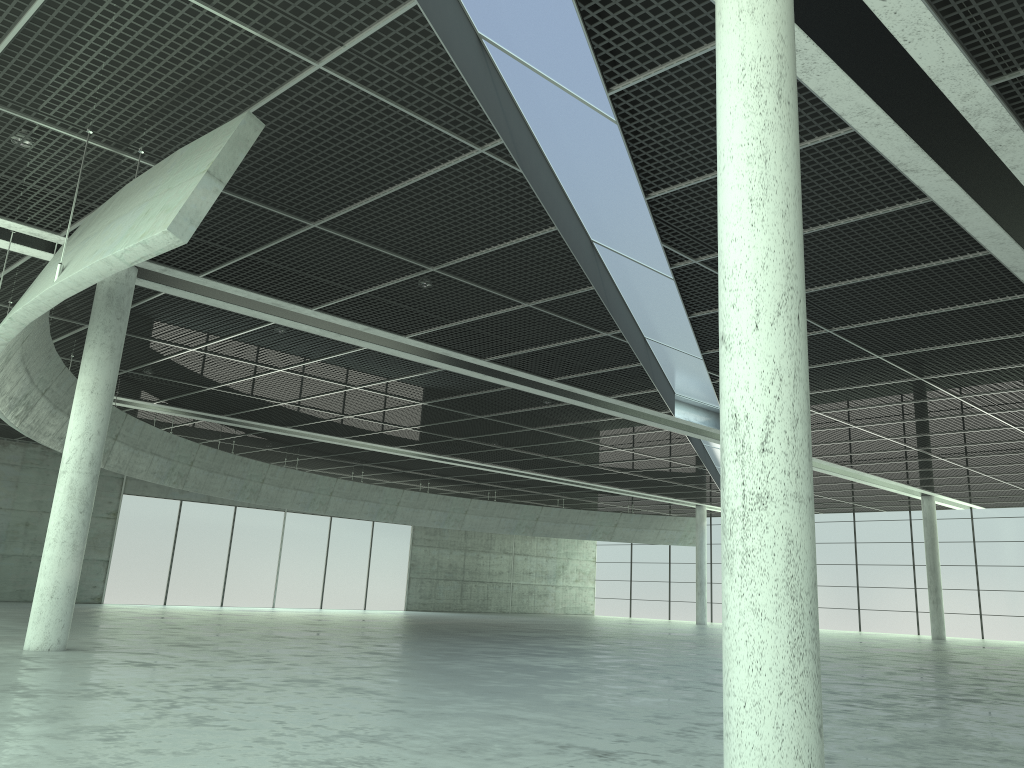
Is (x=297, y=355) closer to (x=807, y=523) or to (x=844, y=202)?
(x=844, y=202)

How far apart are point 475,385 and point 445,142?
23.4m
